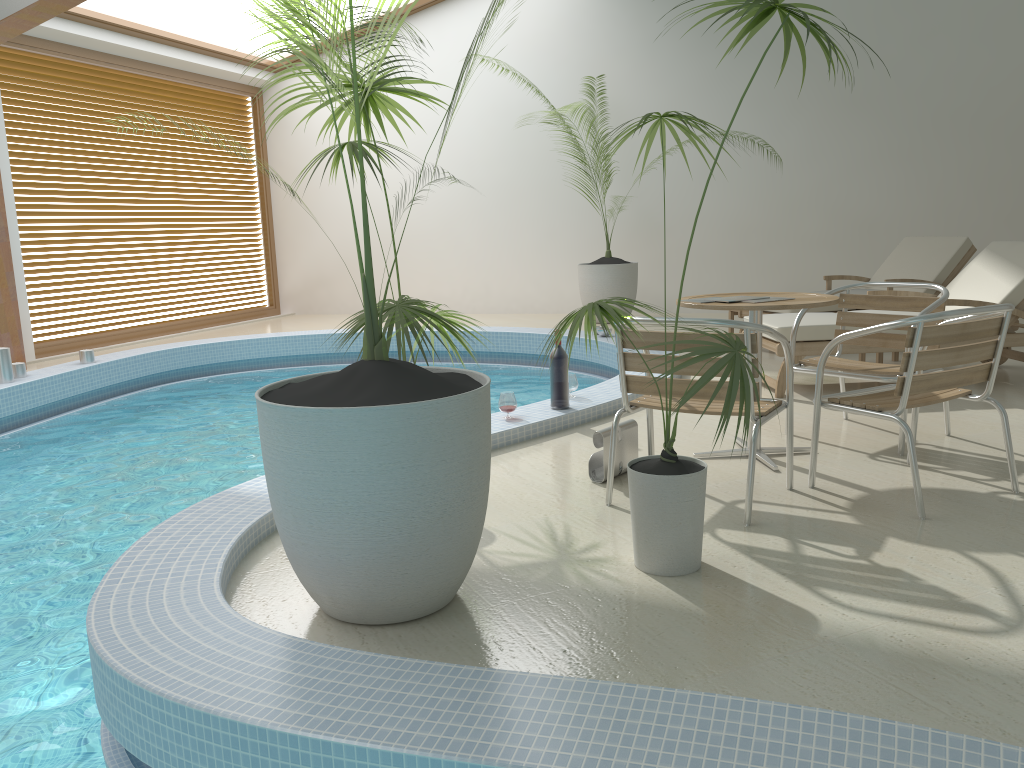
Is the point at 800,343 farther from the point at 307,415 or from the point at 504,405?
the point at 307,415

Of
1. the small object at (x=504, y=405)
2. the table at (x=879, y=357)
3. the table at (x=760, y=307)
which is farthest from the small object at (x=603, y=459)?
the table at (x=879, y=357)

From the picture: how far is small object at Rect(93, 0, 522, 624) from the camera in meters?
2.2 m

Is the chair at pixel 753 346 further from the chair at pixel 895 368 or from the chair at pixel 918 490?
the chair at pixel 895 368

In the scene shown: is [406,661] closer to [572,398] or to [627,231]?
[572,398]

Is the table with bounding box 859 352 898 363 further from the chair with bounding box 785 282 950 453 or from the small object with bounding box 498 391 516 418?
the small object with bounding box 498 391 516 418

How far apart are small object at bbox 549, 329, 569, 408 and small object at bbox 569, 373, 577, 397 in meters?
0.3

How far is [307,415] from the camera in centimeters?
223cm

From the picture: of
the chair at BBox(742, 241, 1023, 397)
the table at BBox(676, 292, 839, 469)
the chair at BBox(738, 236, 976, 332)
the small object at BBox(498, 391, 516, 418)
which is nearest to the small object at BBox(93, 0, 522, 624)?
the table at BBox(676, 292, 839, 469)

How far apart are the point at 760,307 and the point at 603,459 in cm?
89
